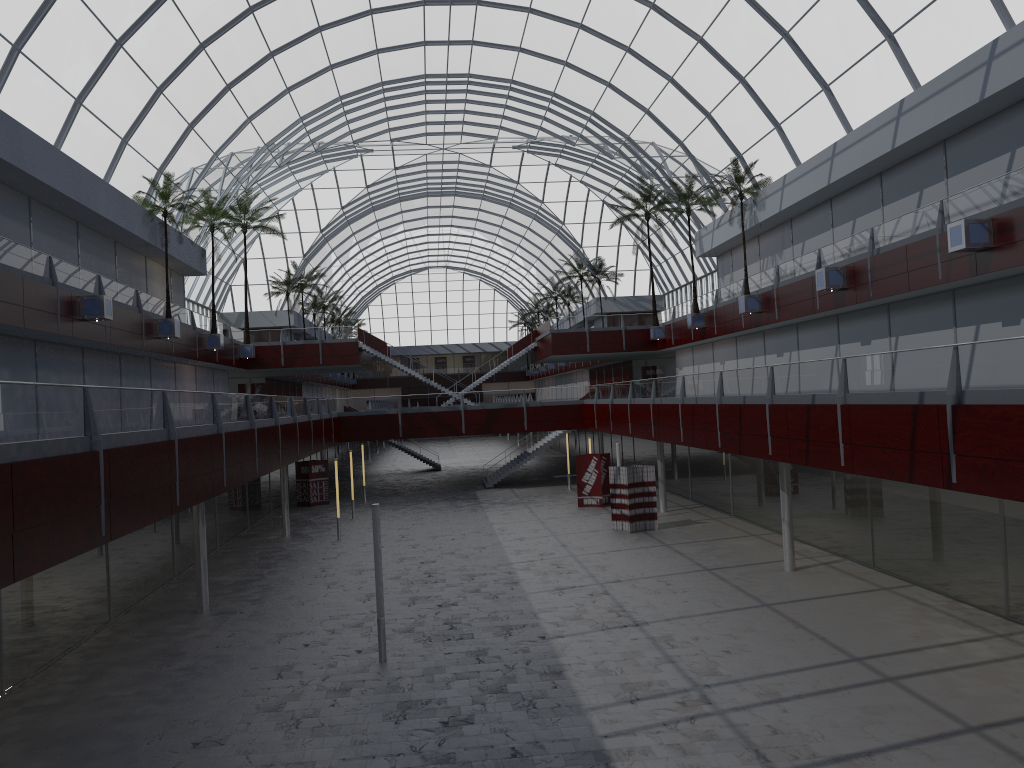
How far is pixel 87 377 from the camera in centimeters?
4227cm
